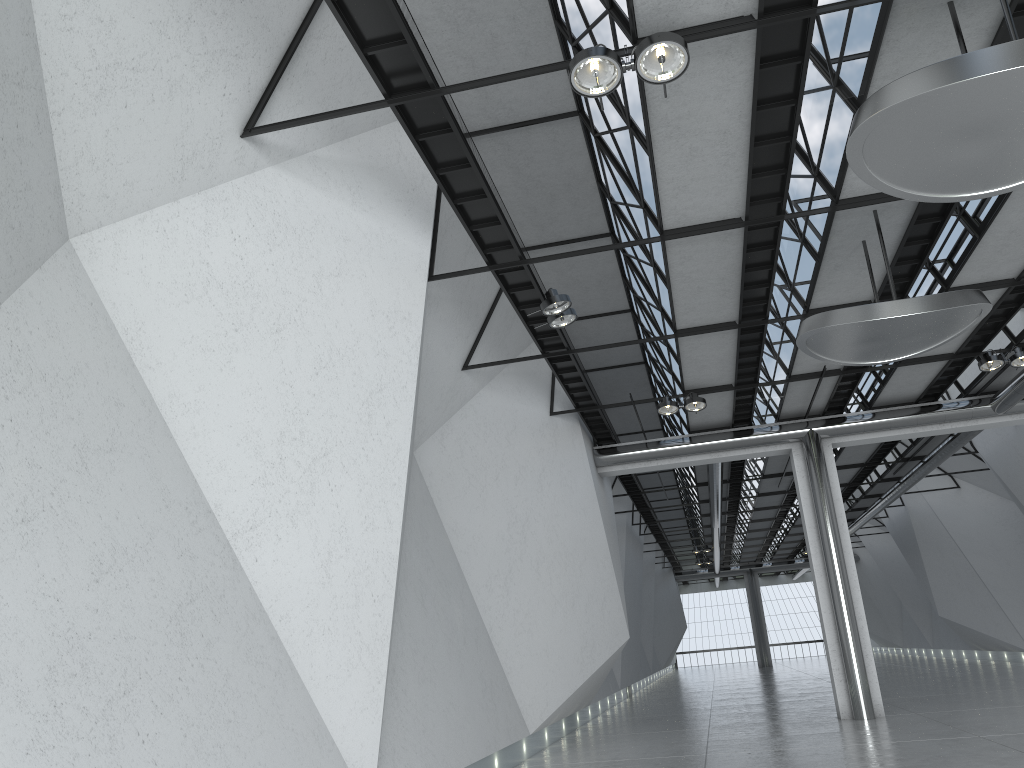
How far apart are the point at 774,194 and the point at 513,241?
14.5 meters

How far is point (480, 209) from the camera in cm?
4710
